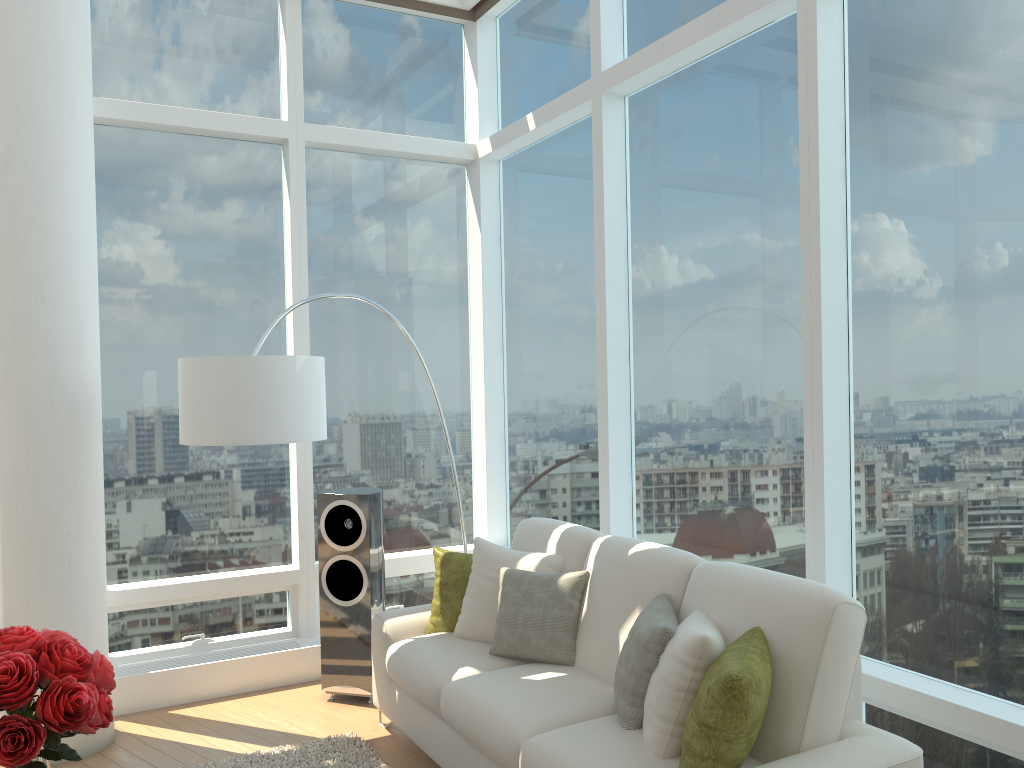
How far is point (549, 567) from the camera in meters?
4.1 m

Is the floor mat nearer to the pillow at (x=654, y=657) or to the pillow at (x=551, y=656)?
the pillow at (x=551, y=656)

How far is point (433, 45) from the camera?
6.08m

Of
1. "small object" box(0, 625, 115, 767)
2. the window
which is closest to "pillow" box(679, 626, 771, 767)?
the window

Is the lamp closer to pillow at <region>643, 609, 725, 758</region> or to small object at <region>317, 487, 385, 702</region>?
small object at <region>317, 487, 385, 702</region>

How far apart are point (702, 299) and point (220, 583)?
3.2 meters

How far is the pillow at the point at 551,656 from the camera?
3.81m

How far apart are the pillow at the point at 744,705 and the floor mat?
1.8m

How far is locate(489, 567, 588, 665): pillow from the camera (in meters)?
3.81

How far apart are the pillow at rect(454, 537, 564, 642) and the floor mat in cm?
66
